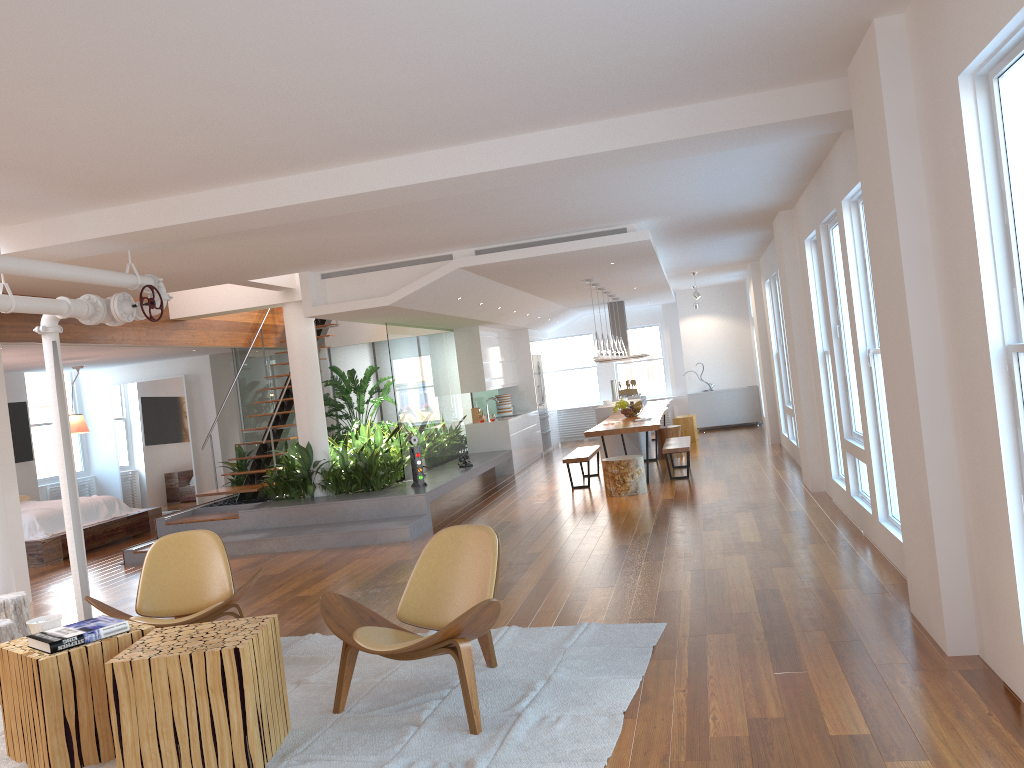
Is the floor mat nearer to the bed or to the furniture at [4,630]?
the furniture at [4,630]

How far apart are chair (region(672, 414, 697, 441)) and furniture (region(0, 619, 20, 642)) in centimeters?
1109cm

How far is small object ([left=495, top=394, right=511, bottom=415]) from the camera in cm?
1502

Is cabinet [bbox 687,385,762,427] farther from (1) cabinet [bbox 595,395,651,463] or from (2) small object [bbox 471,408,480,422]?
(2) small object [bbox 471,408,480,422]

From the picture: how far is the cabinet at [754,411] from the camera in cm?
1654

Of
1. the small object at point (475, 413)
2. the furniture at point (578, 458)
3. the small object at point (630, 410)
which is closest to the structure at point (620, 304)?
the small object at point (475, 413)

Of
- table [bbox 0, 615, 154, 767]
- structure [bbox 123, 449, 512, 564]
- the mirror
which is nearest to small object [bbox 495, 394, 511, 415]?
structure [bbox 123, 449, 512, 564]

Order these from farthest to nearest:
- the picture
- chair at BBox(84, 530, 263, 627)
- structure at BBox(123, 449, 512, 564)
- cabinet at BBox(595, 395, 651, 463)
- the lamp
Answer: cabinet at BBox(595, 395, 651, 463)
the picture
the lamp
structure at BBox(123, 449, 512, 564)
chair at BBox(84, 530, 263, 627)

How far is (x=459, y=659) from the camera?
3.7 meters

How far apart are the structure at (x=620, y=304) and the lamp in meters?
4.5 m
